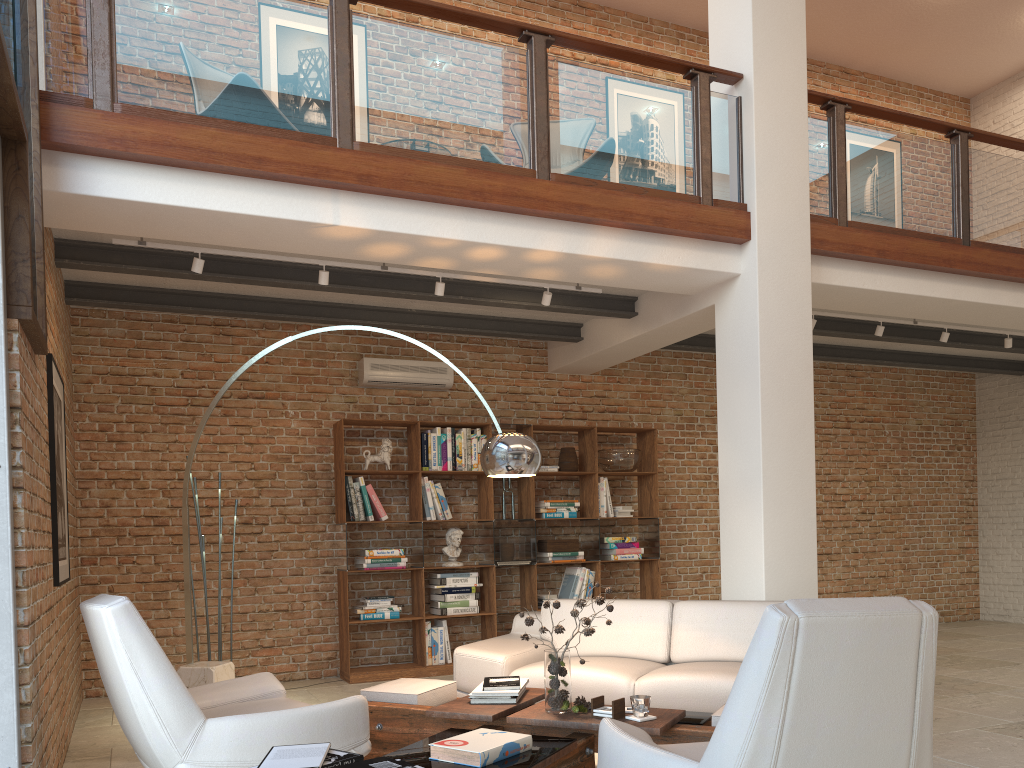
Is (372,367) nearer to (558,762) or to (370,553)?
(370,553)

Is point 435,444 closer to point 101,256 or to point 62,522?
point 101,256

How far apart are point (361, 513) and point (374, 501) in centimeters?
14cm

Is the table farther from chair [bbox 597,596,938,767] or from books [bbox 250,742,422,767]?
books [bbox 250,742,422,767]

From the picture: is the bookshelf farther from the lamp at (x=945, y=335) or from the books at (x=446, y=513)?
the lamp at (x=945, y=335)

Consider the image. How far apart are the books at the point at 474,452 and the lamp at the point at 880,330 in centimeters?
354cm

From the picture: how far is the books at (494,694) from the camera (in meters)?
3.97

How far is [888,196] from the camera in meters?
6.5 m

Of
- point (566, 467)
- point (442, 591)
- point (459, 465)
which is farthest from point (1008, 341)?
point (442, 591)

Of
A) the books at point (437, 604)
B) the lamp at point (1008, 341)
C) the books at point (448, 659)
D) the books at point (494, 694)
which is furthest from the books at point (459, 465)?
the lamp at point (1008, 341)
